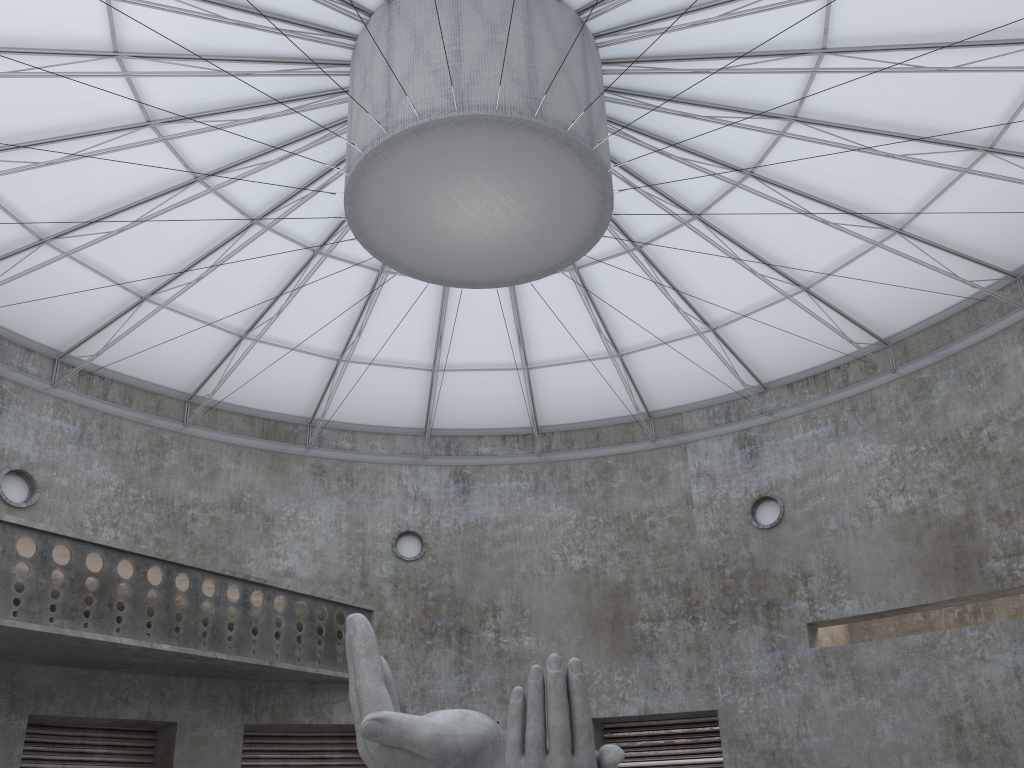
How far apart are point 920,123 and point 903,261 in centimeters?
676cm

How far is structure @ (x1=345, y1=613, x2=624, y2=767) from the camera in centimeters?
1538cm

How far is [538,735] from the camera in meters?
15.4

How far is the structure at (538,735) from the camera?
15.38m
